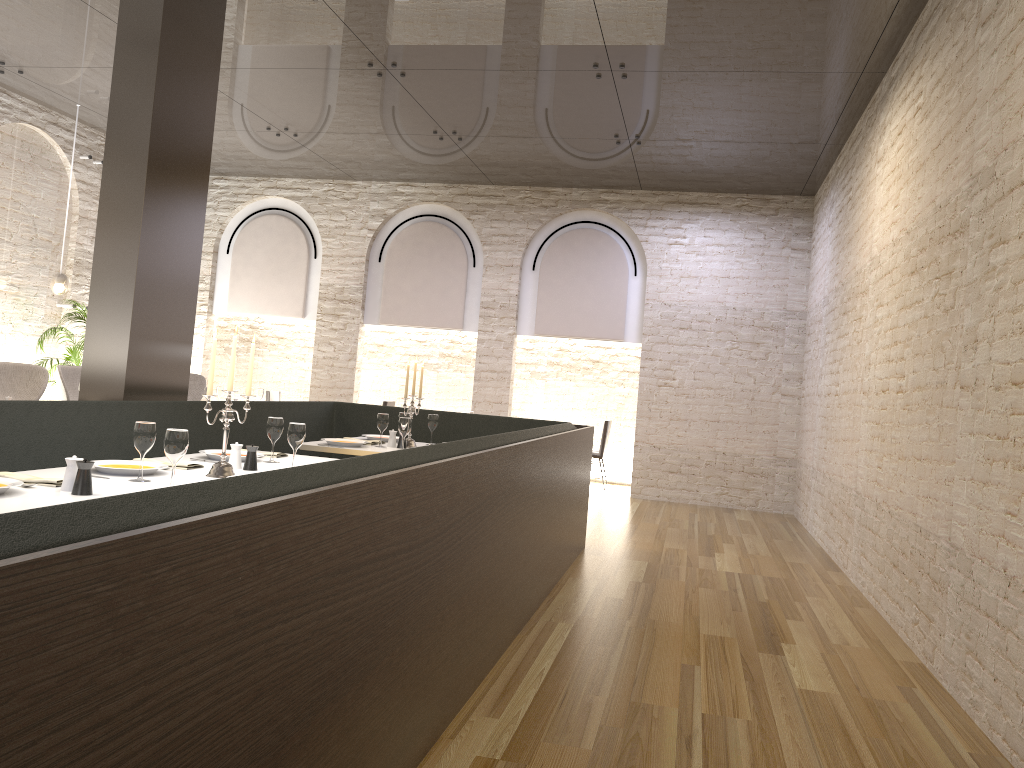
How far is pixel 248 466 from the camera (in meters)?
4.11

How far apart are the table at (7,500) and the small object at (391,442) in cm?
132

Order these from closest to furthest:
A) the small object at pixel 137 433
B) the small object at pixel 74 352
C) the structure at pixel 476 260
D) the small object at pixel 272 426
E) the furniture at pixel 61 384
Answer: the small object at pixel 137 433
the small object at pixel 272 426
the furniture at pixel 61 384
the small object at pixel 74 352
the structure at pixel 476 260

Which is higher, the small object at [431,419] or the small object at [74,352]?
the small object at [74,352]

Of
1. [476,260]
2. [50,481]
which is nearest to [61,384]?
[476,260]

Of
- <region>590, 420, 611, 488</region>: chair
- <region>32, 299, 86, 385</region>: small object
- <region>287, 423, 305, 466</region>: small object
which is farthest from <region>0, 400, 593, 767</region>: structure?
<region>590, 420, 611, 488</region>: chair

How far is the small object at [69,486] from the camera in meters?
3.1

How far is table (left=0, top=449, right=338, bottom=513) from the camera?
2.79m

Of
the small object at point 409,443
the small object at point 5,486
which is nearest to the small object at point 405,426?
the small object at point 409,443

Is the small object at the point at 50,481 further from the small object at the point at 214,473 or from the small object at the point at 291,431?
the small object at the point at 291,431
